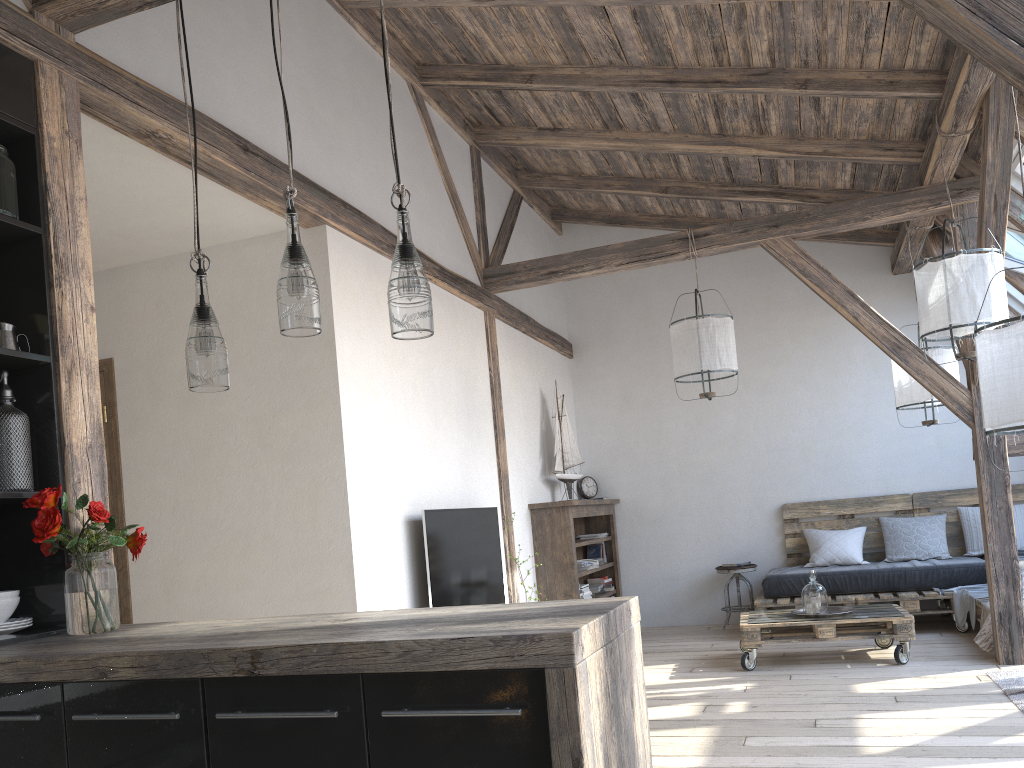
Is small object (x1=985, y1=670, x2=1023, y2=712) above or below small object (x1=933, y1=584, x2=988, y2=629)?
below

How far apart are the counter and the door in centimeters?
Answer: 211cm

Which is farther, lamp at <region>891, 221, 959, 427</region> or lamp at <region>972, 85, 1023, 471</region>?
lamp at <region>891, 221, 959, 427</region>

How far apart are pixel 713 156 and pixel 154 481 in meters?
4.2

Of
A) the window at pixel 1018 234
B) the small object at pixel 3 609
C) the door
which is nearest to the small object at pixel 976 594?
the window at pixel 1018 234

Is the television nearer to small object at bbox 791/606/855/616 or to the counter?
small object at bbox 791/606/855/616

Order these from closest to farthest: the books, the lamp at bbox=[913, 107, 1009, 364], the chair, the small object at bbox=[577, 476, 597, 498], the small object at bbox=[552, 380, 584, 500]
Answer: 1. the lamp at bbox=[913, 107, 1009, 364]
2. the small object at bbox=[552, 380, 584, 500]
3. the chair
4. the books
5. the small object at bbox=[577, 476, 597, 498]

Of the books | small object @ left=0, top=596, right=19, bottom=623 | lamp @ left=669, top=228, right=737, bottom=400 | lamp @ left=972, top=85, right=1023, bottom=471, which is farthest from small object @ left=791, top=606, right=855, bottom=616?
small object @ left=0, top=596, right=19, bottom=623

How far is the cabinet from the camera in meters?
1.6

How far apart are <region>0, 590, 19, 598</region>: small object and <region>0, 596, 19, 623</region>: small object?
0.0 meters
